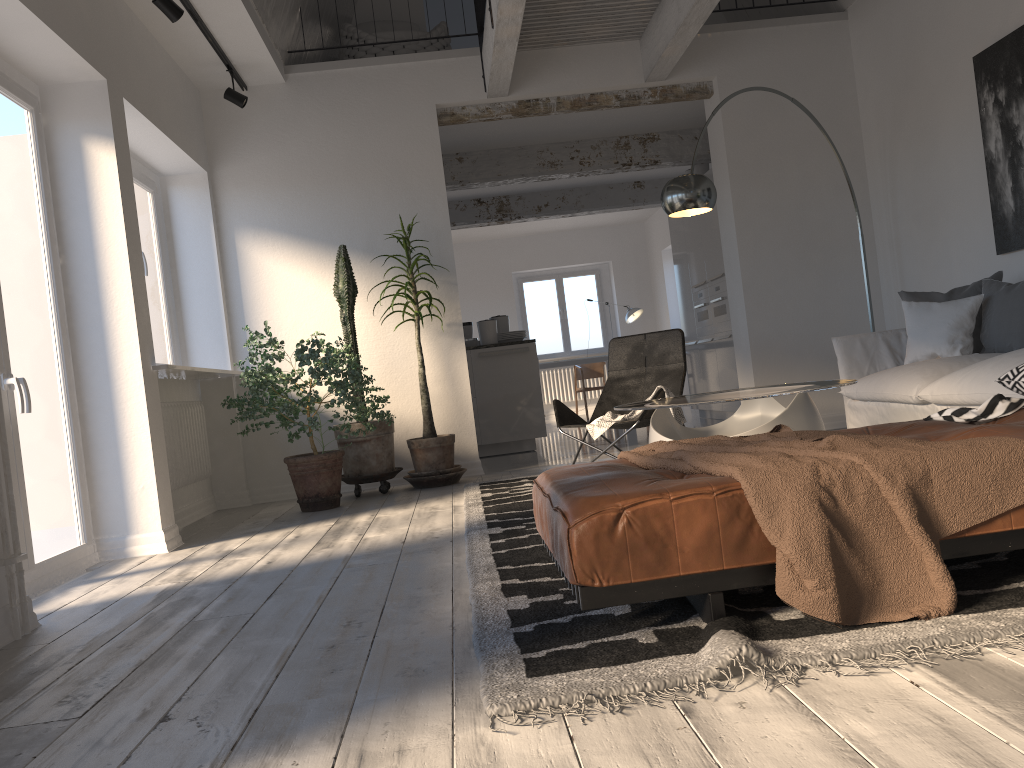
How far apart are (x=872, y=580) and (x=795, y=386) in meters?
2.2 m

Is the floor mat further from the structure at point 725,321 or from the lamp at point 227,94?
the structure at point 725,321

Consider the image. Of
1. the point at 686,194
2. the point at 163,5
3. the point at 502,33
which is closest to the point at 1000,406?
the point at 686,194

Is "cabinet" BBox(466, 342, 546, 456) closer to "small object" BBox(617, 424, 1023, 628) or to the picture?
the picture

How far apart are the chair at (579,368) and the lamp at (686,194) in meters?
7.2

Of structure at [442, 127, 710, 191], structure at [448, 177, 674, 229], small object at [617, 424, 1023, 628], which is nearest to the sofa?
small object at [617, 424, 1023, 628]

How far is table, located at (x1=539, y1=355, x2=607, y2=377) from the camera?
11.5m

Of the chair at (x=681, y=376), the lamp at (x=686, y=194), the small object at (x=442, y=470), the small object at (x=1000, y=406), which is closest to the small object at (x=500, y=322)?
the small object at (x=442, y=470)

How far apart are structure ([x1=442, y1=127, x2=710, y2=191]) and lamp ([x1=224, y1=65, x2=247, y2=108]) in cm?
284

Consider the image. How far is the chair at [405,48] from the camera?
7.1m
